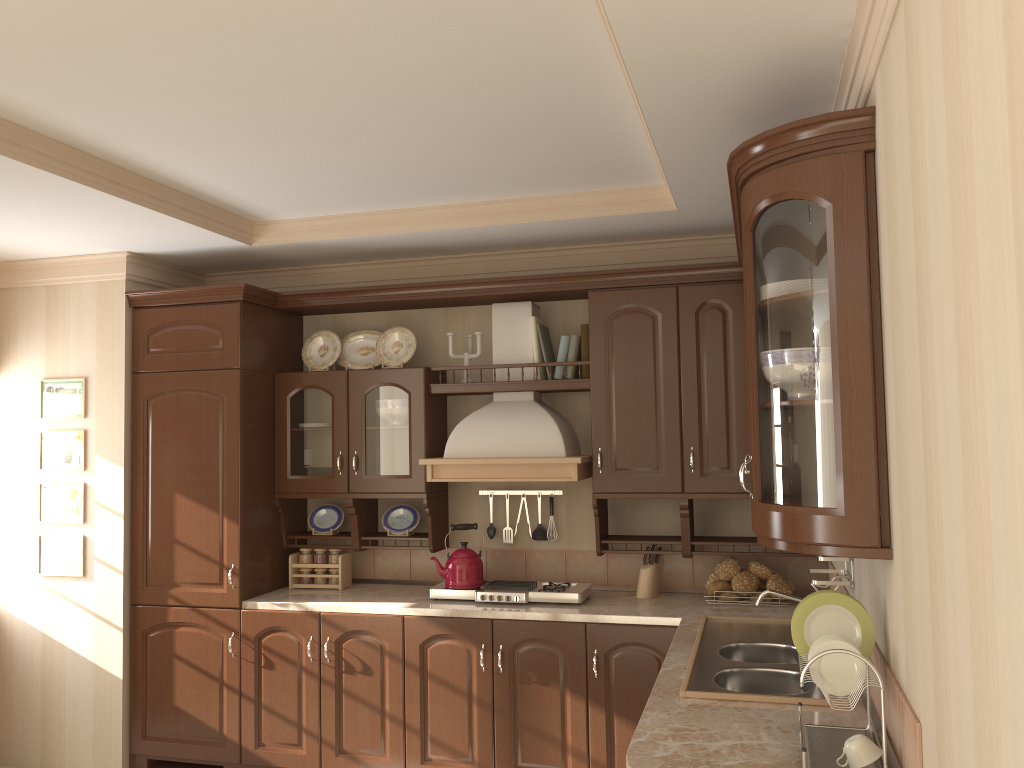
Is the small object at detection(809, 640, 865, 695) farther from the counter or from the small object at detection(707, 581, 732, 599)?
the small object at detection(707, 581, 732, 599)

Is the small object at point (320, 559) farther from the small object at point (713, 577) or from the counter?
the small object at point (713, 577)

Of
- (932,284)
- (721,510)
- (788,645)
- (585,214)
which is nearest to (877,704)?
(788,645)

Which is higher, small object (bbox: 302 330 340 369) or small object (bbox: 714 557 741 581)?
small object (bbox: 302 330 340 369)

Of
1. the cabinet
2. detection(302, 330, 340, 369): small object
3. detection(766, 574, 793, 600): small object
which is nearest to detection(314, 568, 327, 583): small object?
the cabinet

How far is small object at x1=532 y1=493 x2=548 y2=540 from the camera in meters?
4.3 m

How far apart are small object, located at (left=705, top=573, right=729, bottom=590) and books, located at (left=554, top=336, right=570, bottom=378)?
1.13m

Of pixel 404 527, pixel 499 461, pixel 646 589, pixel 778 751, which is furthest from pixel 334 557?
pixel 778 751

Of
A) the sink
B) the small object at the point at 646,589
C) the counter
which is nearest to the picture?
the counter

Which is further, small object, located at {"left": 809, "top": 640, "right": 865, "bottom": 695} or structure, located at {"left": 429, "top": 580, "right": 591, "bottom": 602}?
structure, located at {"left": 429, "top": 580, "right": 591, "bottom": 602}
